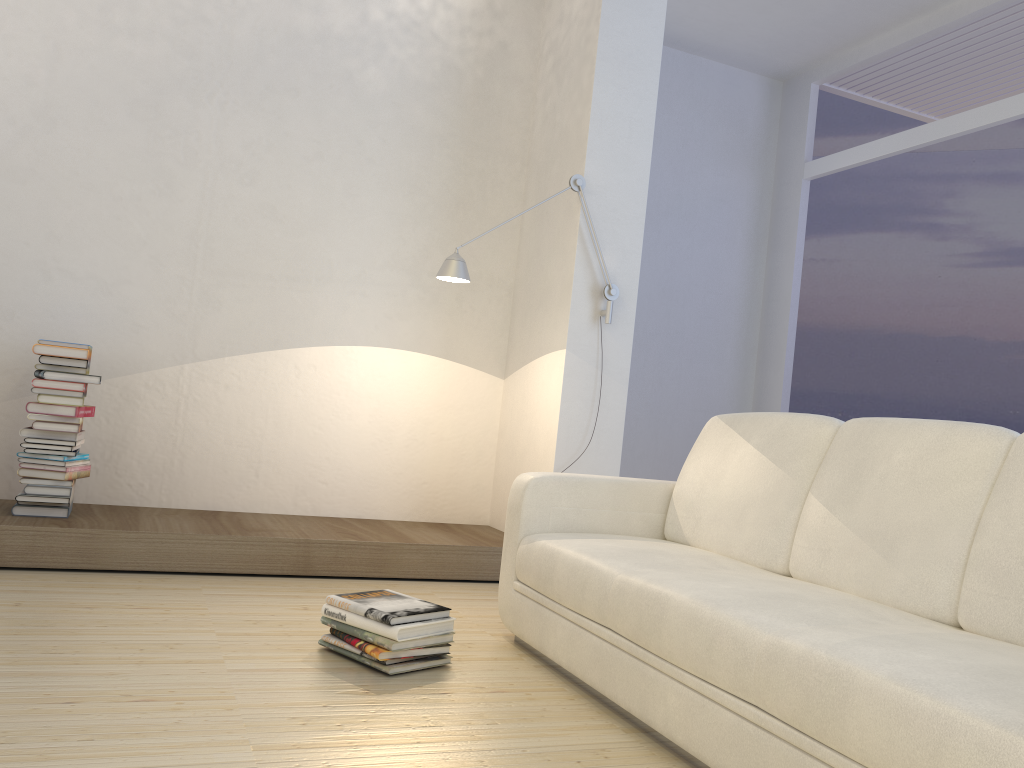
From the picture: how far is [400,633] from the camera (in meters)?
2.46

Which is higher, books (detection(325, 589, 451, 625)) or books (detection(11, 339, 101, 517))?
books (detection(11, 339, 101, 517))

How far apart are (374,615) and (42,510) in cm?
177

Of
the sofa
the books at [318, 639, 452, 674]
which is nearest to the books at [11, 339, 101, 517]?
the books at [318, 639, 452, 674]

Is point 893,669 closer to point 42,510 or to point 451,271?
point 451,271

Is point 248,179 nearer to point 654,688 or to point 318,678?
point 318,678

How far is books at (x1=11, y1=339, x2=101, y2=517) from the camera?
3.49m

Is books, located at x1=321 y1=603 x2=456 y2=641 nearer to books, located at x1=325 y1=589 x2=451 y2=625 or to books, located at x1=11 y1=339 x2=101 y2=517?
books, located at x1=325 y1=589 x2=451 y2=625

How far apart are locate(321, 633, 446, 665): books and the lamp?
1.66m

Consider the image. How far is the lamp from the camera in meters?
3.8 m
